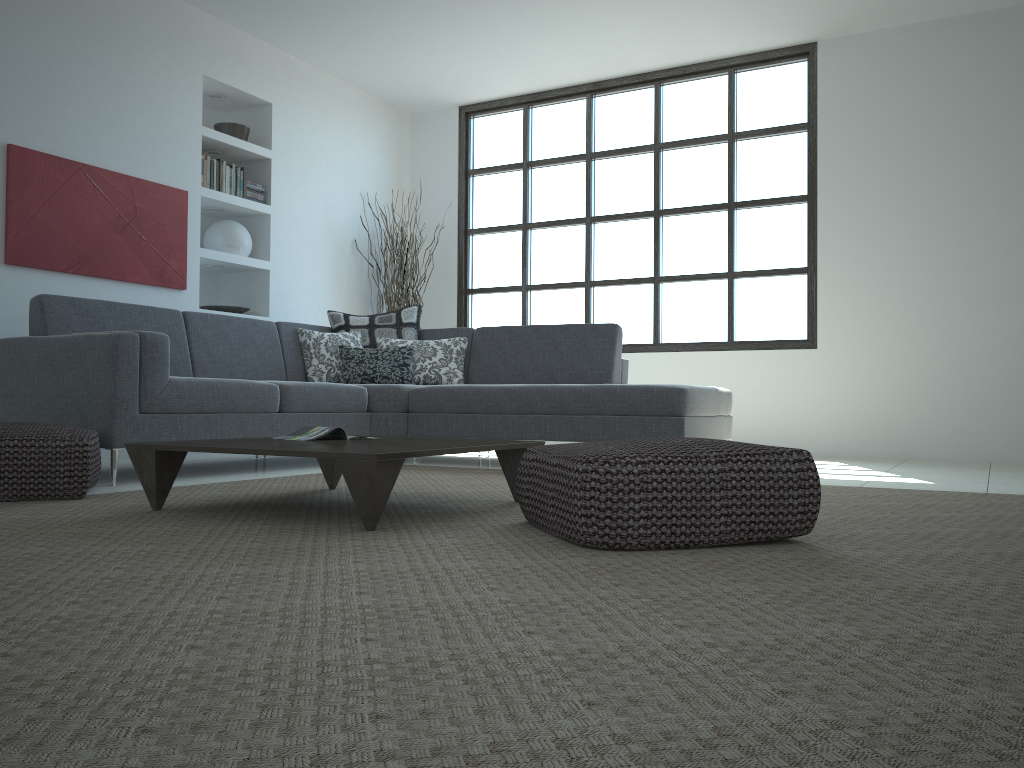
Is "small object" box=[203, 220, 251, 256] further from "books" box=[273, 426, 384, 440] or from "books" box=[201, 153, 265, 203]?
"books" box=[273, 426, 384, 440]

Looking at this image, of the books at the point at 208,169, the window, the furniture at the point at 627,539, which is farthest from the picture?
the furniture at the point at 627,539

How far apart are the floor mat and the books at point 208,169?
2.79m

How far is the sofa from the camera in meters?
3.8 m

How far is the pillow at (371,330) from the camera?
5.9m

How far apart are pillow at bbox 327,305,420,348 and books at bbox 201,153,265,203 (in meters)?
1.16

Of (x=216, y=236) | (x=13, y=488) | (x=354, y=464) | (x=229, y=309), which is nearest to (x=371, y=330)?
(x=229, y=309)

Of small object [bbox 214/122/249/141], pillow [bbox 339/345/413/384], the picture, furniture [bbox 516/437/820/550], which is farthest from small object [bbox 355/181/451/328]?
furniture [bbox 516/437/820/550]

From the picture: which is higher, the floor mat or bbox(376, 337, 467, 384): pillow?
bbox(376, 337, 467, 384): pillow

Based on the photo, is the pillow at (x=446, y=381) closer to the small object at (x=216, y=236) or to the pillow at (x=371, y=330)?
the pillow at (x=371, y=330)
